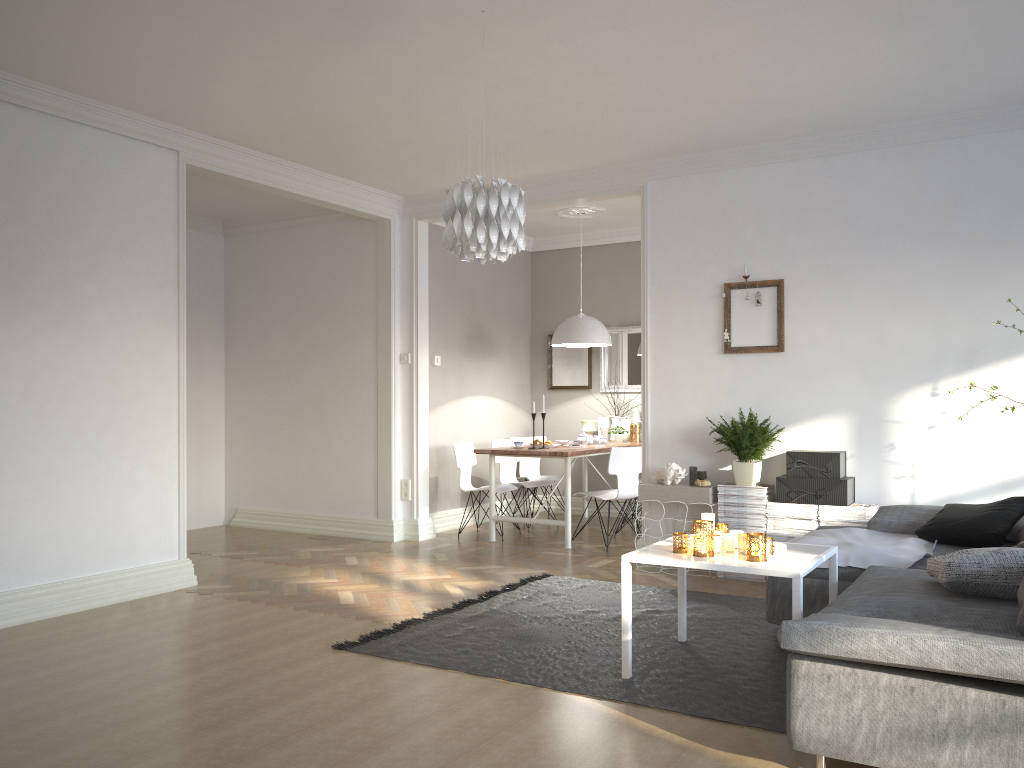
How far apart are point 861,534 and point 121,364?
4.2 meters

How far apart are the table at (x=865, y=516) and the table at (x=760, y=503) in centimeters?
34cm

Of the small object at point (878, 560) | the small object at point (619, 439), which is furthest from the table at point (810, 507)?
the small object at point (619, 439)

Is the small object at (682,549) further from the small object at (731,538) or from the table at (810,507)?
the table at (810,507)

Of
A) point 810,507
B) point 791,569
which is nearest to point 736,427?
point 810,507

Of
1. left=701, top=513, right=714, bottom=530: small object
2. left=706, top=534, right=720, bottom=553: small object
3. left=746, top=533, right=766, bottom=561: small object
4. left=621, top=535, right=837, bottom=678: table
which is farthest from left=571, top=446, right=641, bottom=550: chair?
left=746, top=533, right=766, bottom=561: small object

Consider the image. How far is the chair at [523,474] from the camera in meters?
8.7

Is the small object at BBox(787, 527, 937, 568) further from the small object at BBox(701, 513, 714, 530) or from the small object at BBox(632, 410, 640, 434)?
the small object at BBox(632, 410, 640, 434)

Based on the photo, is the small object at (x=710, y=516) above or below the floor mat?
above

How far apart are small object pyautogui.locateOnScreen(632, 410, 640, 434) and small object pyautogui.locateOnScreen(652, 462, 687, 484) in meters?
2.5
